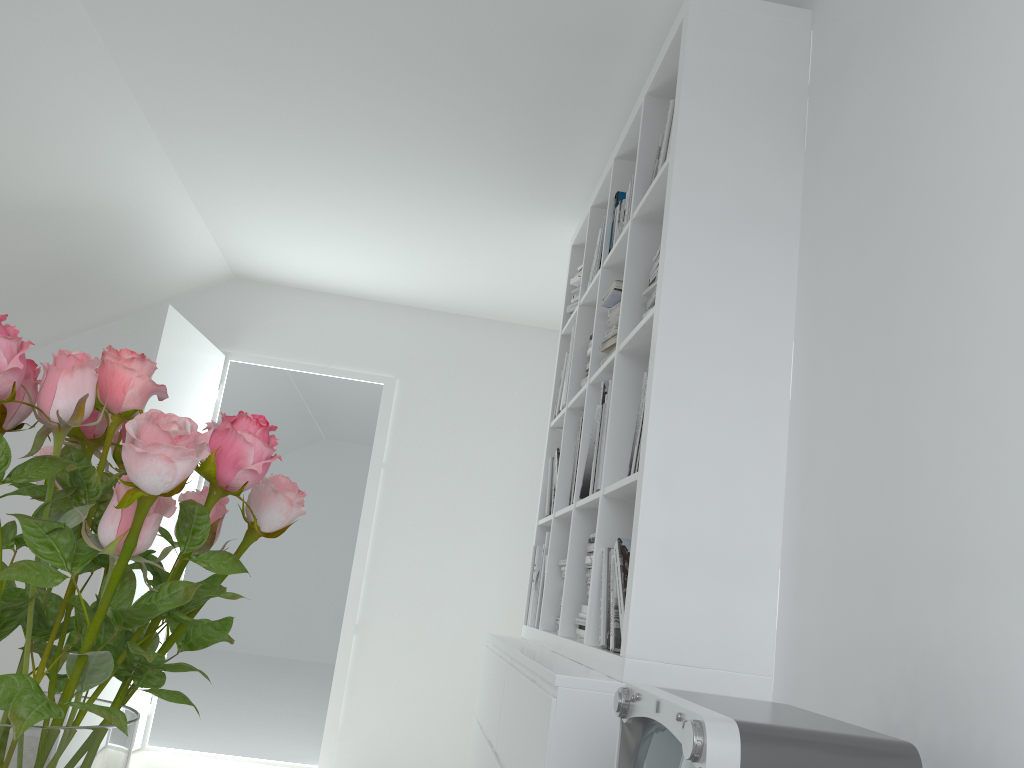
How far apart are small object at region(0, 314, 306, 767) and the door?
3.19m

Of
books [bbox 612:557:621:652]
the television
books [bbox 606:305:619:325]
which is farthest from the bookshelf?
the television

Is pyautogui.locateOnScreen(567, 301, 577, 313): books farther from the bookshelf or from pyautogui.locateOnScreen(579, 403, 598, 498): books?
pyautogui.locateOnScreen(579, 403, 598, 498): books

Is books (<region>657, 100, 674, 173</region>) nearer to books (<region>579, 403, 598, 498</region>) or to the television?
books (<region>579, 403, 598, 498</region>)

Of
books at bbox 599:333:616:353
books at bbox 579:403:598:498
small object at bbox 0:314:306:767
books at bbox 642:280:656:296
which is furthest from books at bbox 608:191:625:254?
small object at bbox 0:314:306:767

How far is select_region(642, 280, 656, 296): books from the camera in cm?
223

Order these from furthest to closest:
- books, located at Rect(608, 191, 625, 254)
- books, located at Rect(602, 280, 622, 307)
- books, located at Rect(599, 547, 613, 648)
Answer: books, located at Rect(608, 191, 625, 254), books, located at Rect(602, 280, 622, 307), books, located at Rect(599, 547, 613, 648)

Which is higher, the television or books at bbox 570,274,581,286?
books at bbox 570,274,581,286

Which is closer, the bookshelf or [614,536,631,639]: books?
the bookshelf

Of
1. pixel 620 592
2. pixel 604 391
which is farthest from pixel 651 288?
pixel 620 592
